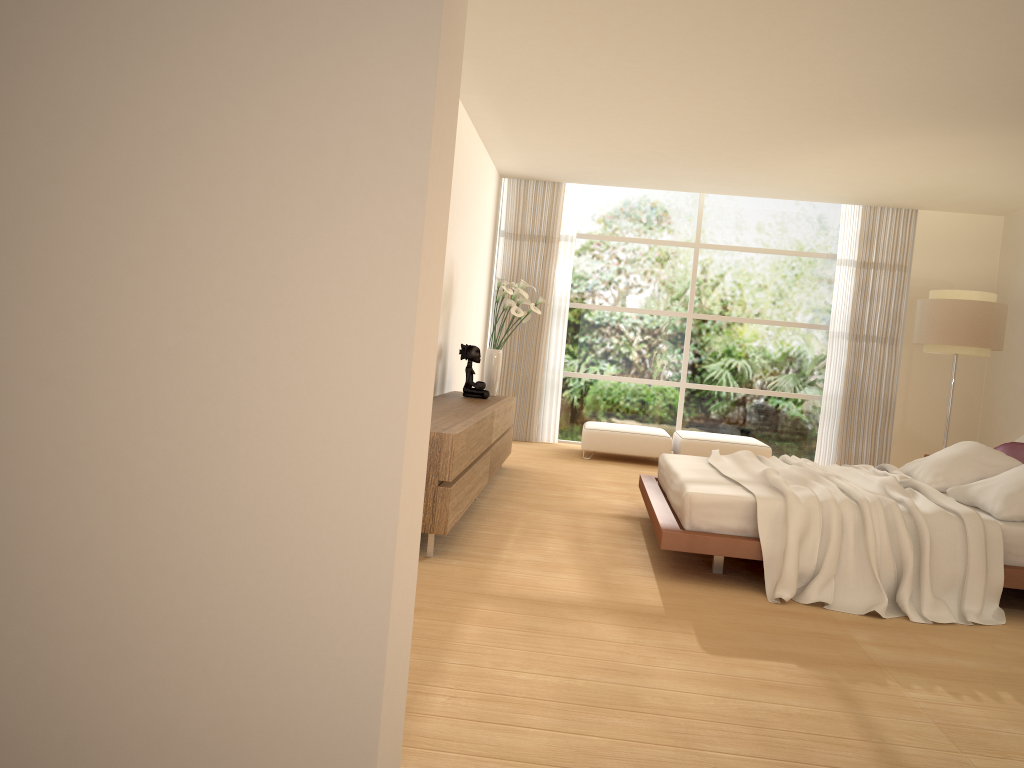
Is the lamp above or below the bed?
above

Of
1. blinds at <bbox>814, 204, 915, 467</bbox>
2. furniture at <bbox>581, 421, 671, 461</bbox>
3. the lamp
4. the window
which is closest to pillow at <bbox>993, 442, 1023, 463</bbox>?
the lamp

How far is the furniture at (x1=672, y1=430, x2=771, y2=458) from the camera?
9.28m

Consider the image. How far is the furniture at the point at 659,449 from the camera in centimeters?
935cm

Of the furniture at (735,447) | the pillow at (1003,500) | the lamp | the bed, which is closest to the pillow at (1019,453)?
the pillow at (1003,500)

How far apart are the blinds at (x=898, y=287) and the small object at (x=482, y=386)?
4.8 meters

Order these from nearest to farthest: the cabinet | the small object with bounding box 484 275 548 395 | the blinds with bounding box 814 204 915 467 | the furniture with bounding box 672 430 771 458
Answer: the cabinet
the small object with bounding box 484 275 548 395
the furniture with bounding box 672 430 771 458
the blinds with bounding box 814 204 915 467

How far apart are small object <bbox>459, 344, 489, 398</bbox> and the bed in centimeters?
168cm

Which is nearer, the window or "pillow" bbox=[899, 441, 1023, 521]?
"pillow" bbox=[899, 441, 1023, 521]

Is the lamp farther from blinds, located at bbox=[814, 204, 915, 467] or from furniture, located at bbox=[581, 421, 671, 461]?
furniture, located at bbox=[581, 421, 671, 461]
